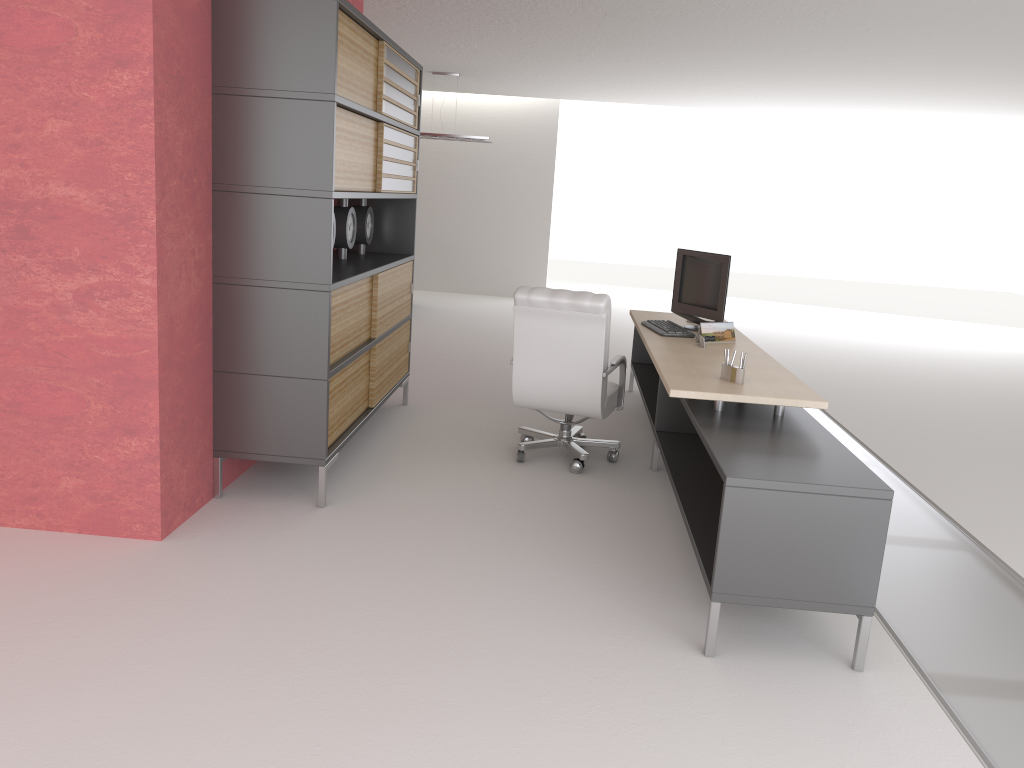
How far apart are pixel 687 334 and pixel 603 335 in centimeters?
111cm

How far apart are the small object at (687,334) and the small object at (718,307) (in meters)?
0.25

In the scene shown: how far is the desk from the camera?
4.7m

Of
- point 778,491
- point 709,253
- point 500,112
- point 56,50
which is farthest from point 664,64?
point 778,491

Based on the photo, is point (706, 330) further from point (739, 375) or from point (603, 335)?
point (739, 375)

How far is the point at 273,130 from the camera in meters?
6.2 m

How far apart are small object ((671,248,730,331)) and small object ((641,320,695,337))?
0.3 meters

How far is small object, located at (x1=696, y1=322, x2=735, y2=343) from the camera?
8.0m

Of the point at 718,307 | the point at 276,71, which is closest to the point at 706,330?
the point at 718,307

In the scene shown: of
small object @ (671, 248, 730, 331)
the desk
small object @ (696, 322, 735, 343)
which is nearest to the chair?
the desk
